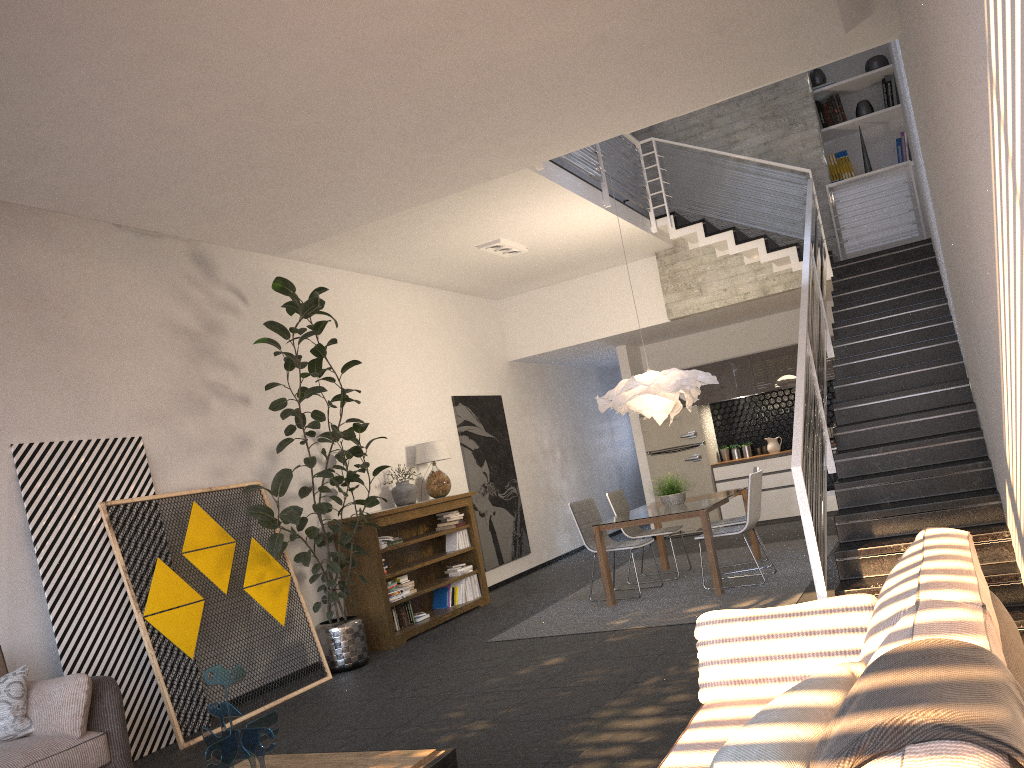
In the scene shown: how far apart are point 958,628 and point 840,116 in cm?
968

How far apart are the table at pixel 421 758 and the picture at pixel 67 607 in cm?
204

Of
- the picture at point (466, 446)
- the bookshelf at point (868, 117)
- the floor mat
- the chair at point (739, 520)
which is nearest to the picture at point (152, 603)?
the floor mat

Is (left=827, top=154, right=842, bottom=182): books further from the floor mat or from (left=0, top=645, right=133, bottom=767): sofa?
(left=0, top=645, right=133, bottom=767): sofa

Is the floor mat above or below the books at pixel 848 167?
below

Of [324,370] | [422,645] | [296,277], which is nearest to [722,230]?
[296,277]

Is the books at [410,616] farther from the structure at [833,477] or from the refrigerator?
the structure at [833,477]

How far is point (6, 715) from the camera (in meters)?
4.11

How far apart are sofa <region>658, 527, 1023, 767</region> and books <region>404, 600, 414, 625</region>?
5.5m

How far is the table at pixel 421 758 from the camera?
3.3 meters
